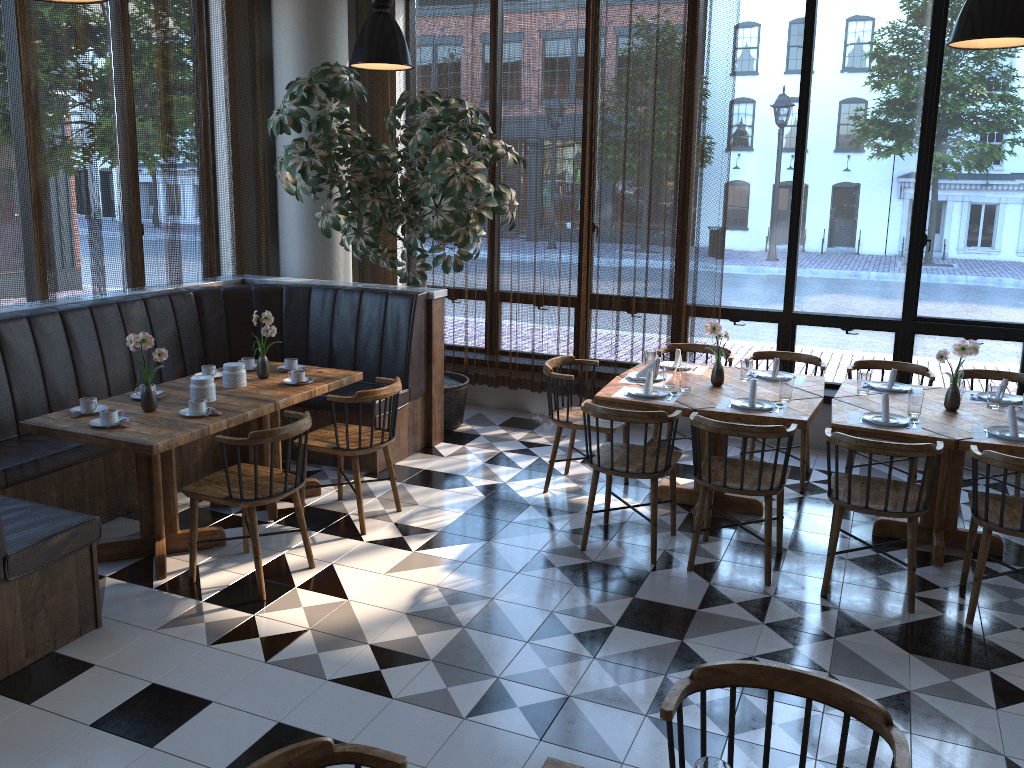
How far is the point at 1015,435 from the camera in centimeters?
426cm

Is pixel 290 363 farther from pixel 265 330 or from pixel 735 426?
pixel 735 426

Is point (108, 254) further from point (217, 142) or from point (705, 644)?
point (705, 644)

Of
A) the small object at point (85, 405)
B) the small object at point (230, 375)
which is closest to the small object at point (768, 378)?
the small object at point (230, 375)

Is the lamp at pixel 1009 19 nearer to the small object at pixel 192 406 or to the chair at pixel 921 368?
the chair at pixel 921 368

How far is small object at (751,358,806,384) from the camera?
5.4m

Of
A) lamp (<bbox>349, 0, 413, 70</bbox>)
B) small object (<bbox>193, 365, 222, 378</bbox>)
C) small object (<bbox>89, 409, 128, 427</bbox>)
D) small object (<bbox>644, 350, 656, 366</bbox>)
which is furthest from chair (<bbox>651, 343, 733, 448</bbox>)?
small object (<bbox>89, 409, 128, 427</bbox>)

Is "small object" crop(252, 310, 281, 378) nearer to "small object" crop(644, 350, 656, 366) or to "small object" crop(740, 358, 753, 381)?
"small object" crop(644, 350, 656, 366)

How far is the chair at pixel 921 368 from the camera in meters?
5.7 m

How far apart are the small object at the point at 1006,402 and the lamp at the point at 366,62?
3.8m
